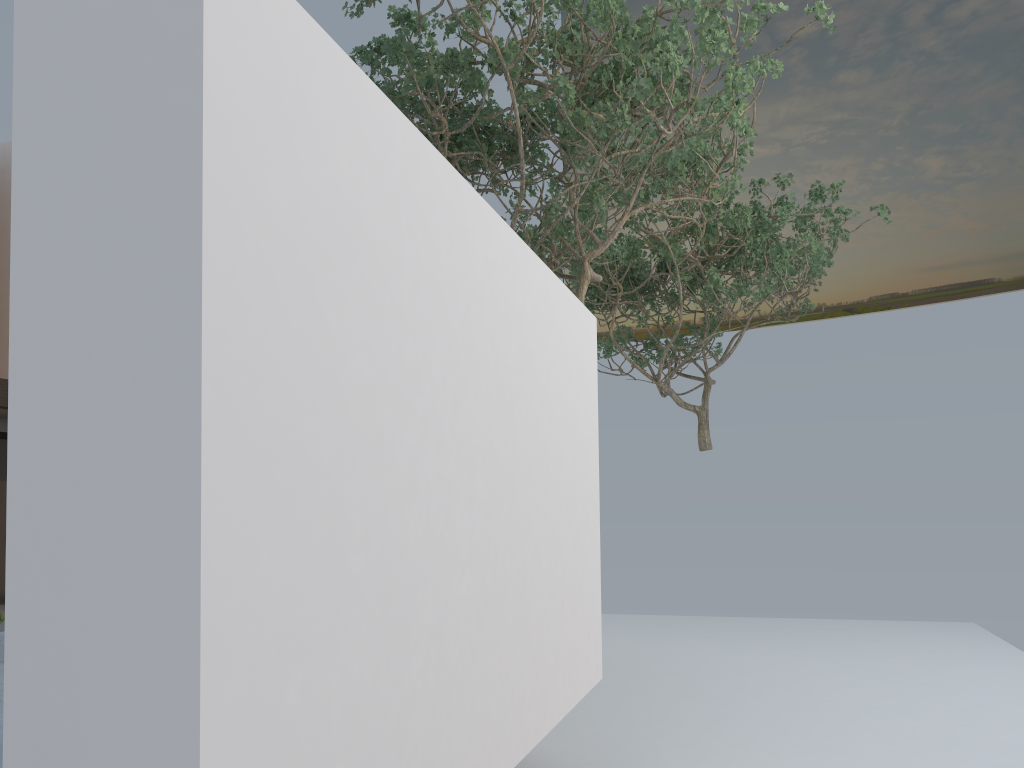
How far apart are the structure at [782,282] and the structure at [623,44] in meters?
1.5

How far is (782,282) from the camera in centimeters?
1224cm

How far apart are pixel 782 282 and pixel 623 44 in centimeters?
639cm

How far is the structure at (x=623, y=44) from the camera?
6.7m

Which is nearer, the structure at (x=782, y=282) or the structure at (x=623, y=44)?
the structure at (x=623, y=44)

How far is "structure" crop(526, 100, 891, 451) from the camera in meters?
12.2 m

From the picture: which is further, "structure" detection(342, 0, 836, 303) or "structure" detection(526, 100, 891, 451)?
"structure" detection(526, 100, 891, 451)

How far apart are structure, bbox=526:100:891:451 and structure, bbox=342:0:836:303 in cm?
152
